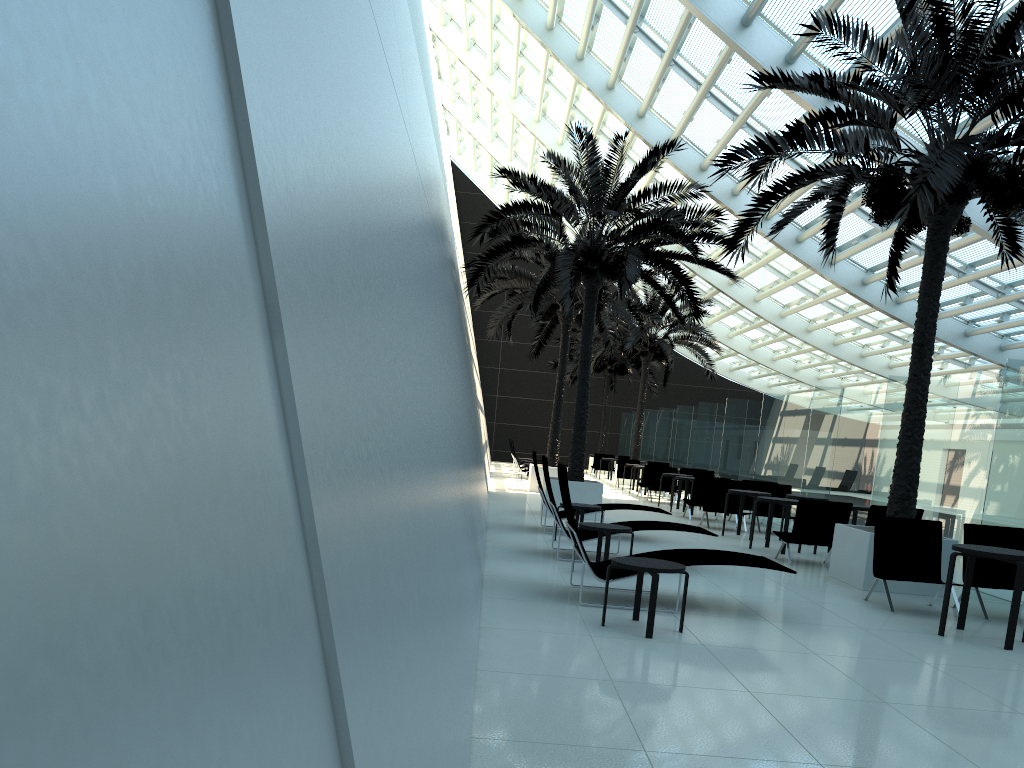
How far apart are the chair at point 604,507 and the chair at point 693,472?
9.5 meters

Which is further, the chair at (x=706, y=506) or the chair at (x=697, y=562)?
the chair at (x=706, y=506)

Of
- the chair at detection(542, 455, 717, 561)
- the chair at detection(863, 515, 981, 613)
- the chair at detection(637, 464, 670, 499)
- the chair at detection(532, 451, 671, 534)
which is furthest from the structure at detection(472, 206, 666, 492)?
the chair at detection(863, 515, 981, 613)

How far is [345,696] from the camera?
1.3 meters

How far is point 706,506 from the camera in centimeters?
1596cm

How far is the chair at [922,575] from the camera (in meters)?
8.72

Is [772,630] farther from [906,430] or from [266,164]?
[266,164]

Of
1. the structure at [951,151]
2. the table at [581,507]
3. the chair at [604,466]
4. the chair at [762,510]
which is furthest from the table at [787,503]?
the chair at [604,466]

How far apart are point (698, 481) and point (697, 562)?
9.9 meters

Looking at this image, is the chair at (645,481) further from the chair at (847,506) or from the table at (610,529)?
the table at (610,529)
